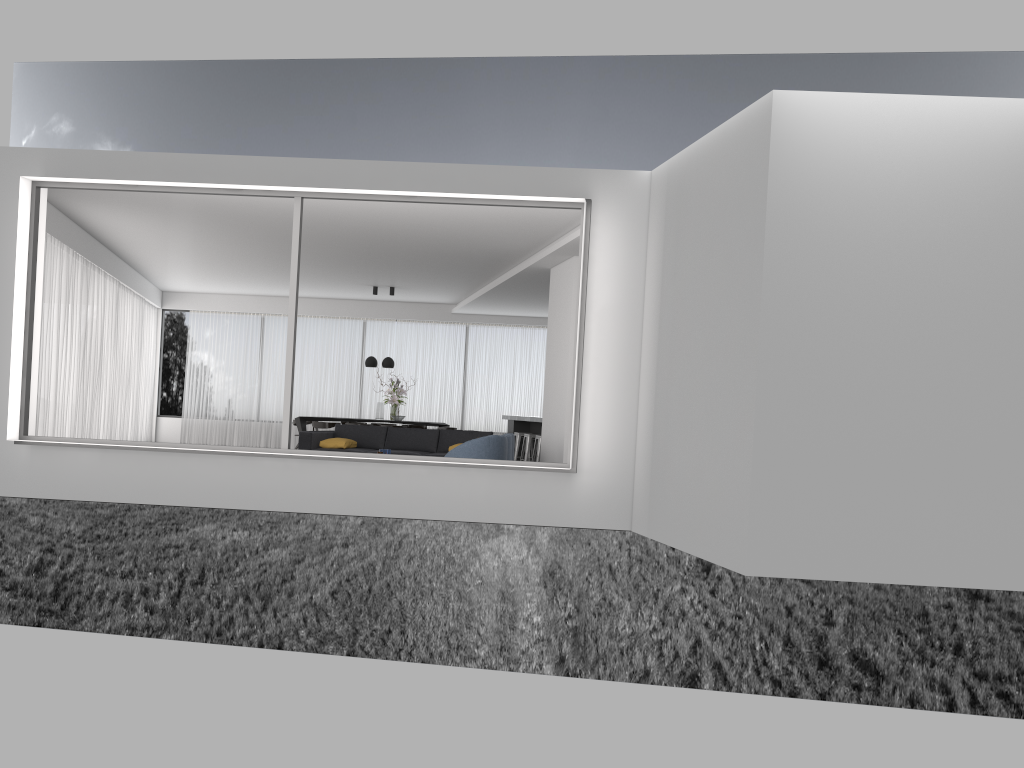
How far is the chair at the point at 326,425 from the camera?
15.9 meters

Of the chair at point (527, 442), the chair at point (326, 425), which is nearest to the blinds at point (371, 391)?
the chair at point (326, 425)

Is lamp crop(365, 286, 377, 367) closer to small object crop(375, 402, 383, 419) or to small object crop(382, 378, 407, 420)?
small object crop(382, 378, 407, 420)

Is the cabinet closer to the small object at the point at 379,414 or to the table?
the small object at the point at 379,414

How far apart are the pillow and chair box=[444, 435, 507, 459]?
2.9 meters

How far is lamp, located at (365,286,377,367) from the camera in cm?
1653

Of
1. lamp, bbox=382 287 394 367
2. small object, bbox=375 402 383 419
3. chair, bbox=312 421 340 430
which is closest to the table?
chair, bbox=312 421 340 430

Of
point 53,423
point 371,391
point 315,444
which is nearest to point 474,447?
point 315,444

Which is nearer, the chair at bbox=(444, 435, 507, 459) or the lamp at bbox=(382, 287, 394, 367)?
the chair at bbox=(444, 435, 507, 459)

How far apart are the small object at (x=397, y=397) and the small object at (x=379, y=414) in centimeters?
24cm
